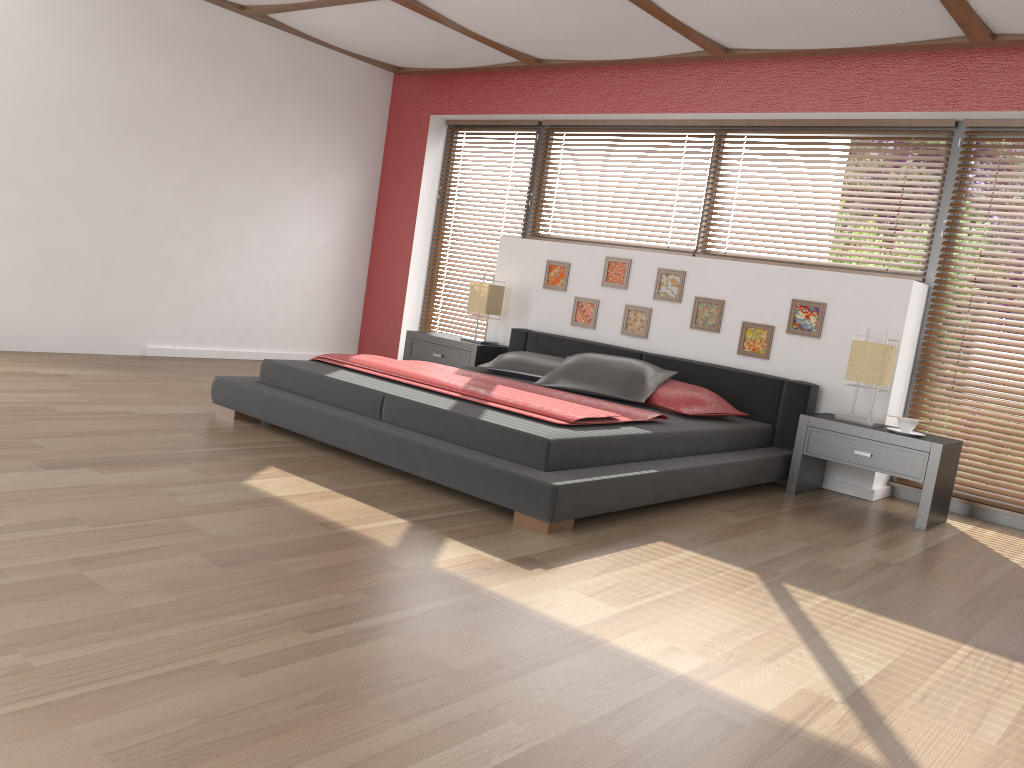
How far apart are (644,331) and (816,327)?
1.1m

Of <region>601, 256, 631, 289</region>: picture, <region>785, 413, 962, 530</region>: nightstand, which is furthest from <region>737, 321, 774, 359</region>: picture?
<region>601, 256, 631, 289</region>: picture

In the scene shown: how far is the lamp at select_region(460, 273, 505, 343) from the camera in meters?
6.2

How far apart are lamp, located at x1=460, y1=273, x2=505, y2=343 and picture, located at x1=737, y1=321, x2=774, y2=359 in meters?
1.8 m

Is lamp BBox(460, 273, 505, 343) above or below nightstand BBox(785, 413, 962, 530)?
above

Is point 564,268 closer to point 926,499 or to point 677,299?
point 677,299

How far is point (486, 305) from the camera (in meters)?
6.18

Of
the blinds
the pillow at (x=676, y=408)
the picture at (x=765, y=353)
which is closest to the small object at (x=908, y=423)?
the blinds

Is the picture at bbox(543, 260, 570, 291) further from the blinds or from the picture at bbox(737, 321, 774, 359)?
the blinds

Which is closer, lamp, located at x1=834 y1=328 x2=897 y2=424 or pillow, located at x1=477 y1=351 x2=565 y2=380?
lamp, located at x1=834 y1=328 x2=897 y2=424
